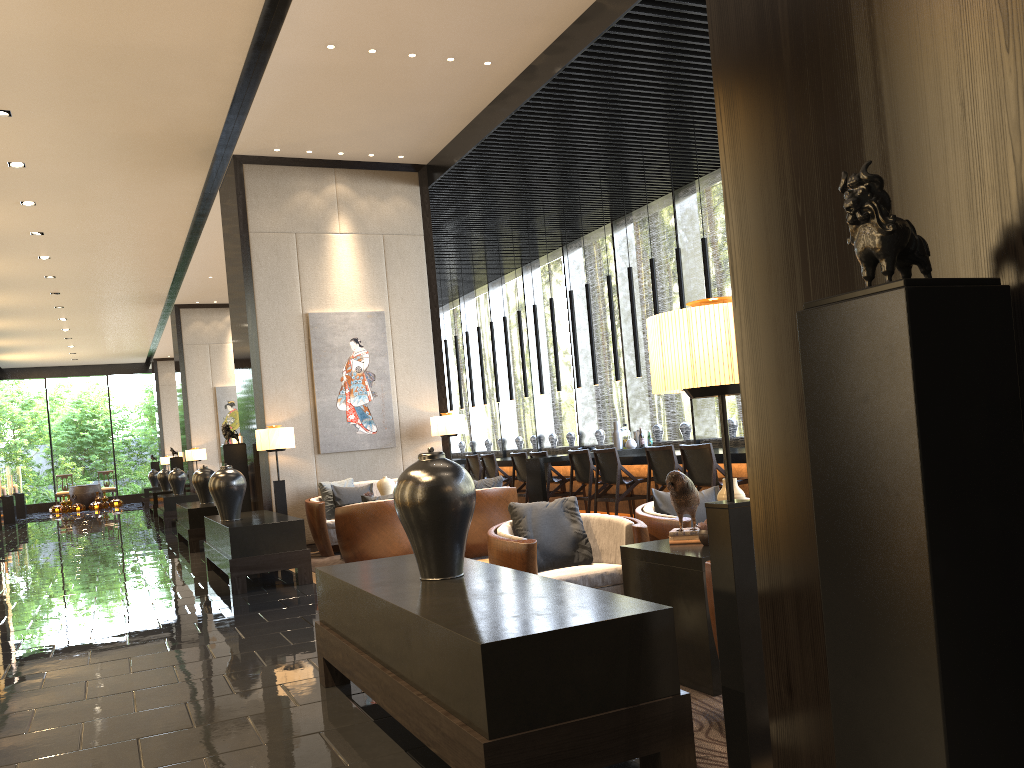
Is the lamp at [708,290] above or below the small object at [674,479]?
above

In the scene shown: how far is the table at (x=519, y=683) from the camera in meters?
2.2 m

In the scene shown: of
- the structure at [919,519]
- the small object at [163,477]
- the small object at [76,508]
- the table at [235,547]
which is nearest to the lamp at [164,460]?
the small object at [76,508]

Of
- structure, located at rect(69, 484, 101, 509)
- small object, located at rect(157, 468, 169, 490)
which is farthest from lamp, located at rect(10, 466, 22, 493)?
small object, located at rect(157, 468, 169, 490)

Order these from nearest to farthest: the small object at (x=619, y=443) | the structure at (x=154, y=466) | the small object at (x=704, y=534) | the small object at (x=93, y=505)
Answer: the small object at (x=704, y=534) → the small object at (x=619, y=443) → the small object at (x=93, y=505) → the structure at (x=154, y=466)

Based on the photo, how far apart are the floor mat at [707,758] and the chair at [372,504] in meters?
4.2

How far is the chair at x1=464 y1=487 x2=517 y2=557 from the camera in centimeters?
754cm

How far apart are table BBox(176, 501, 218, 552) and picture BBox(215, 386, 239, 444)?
5.92m

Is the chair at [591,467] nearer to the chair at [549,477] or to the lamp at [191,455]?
the chair at [549,477]

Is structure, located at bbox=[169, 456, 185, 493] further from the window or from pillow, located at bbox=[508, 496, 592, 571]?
pillow, located at bbox=[508, 496, 592, 571]
